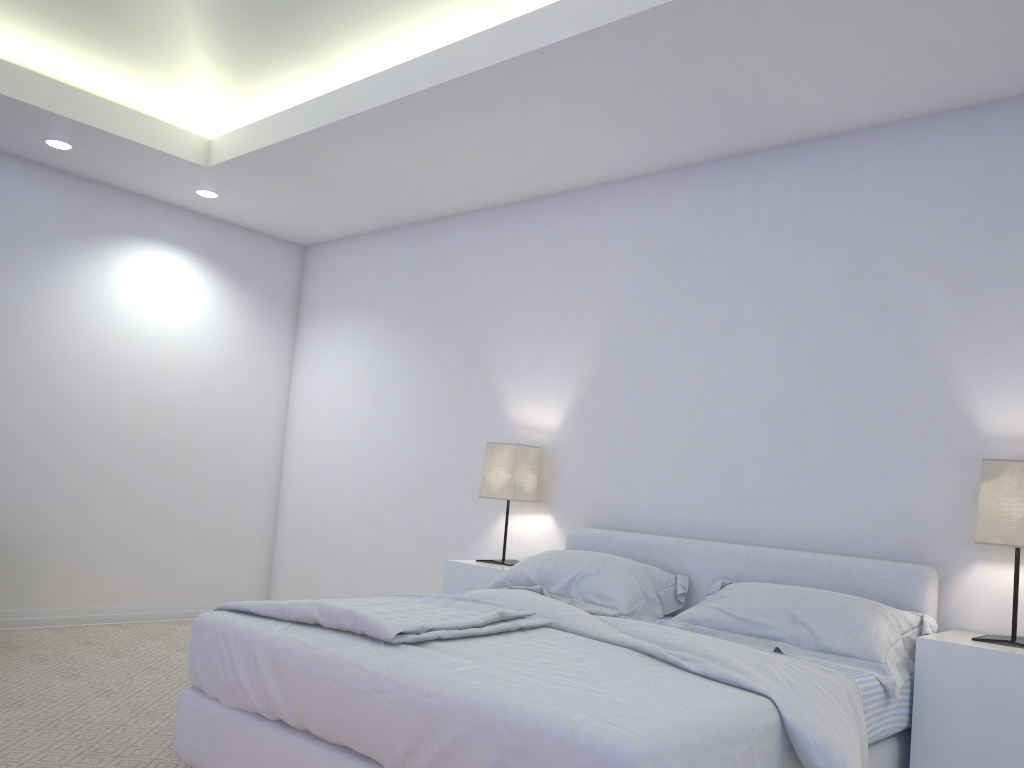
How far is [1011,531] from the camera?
2.8m

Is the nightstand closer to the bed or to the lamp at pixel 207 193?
the bed

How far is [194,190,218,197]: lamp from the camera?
5.1m

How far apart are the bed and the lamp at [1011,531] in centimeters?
18cm

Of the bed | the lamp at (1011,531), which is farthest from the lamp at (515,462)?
the lamp at (1011,531)

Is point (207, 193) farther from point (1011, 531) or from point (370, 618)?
point (1011, 531)

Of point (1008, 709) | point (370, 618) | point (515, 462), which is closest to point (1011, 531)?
point (1008, 709)

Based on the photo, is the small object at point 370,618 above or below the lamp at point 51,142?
below

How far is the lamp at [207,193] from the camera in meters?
5.1

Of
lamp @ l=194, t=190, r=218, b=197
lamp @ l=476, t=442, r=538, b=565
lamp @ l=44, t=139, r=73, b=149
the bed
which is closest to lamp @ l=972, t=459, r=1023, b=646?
the bed
